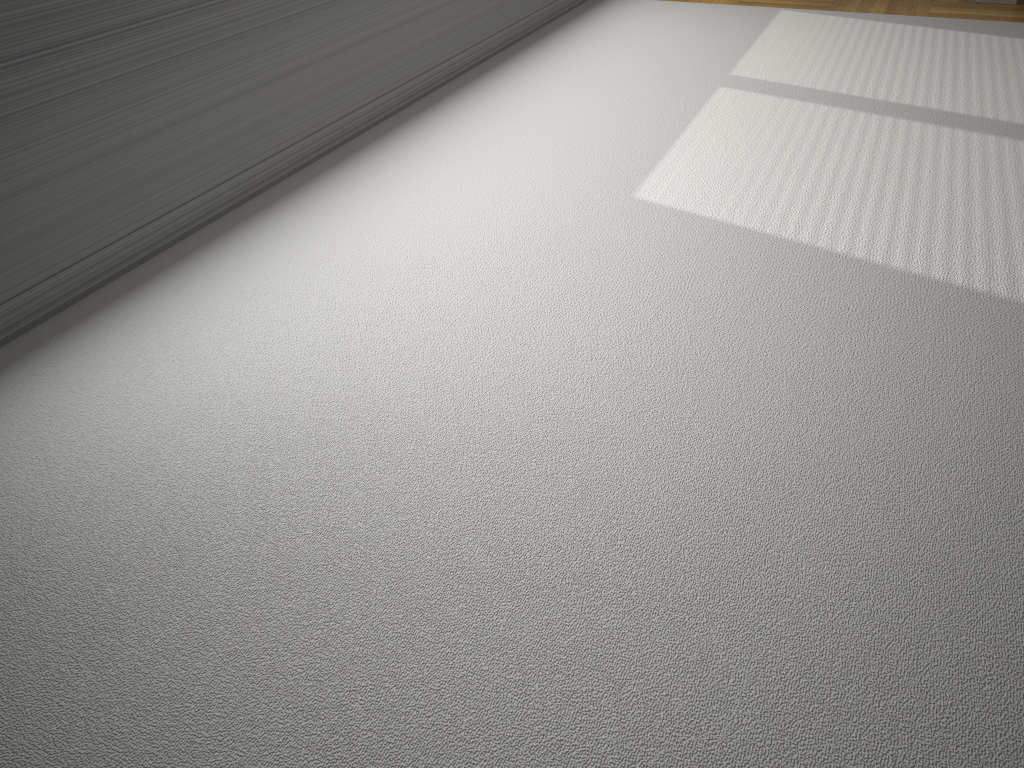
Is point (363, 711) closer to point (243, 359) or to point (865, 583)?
point (865, 583)

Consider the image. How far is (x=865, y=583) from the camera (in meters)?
1.39

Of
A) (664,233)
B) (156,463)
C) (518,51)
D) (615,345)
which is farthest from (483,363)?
(518,51)

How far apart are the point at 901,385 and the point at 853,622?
0.7 meters
